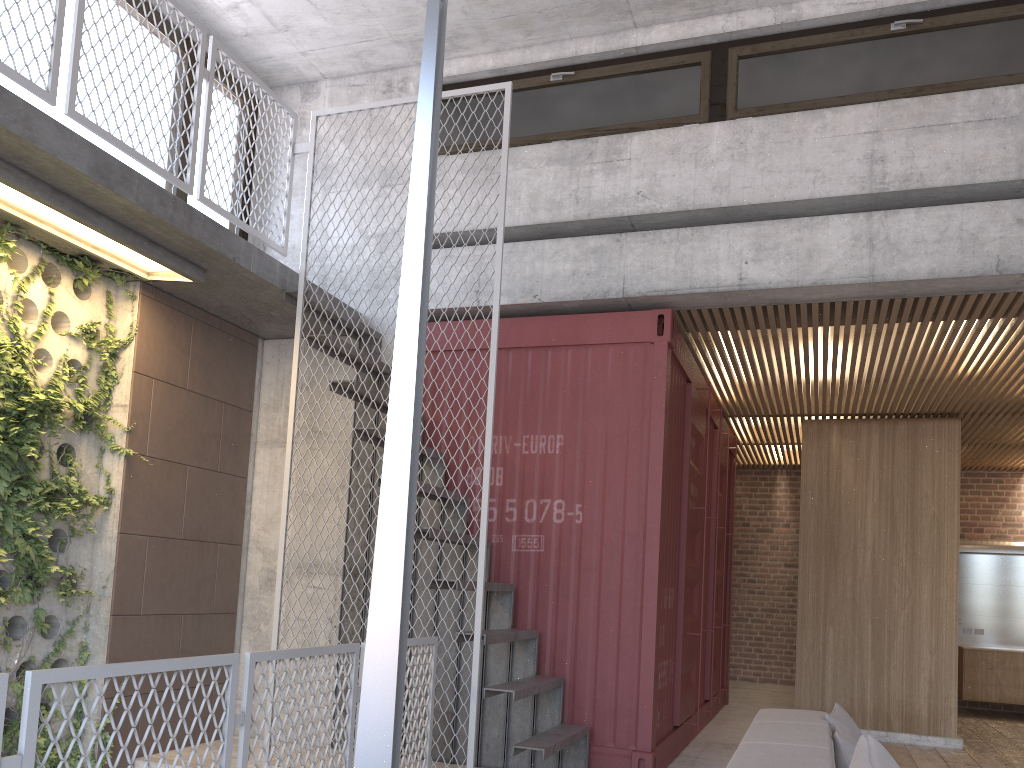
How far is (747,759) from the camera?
2.7 meters

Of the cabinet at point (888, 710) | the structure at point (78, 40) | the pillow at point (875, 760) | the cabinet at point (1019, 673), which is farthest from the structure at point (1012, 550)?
the pillow at point (875, 760)

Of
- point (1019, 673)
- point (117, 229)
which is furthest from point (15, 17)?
point (1019, 673)

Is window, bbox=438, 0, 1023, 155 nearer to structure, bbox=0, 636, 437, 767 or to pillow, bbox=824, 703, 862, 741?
structure, bbox=0, 636, 437, 767

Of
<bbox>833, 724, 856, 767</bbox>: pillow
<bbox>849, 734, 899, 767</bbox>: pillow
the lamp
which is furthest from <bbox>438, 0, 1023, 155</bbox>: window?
<bbox>849, 734, 899, 767</bbox>: pillow

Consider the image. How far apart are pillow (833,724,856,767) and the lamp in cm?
215

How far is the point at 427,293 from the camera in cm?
208

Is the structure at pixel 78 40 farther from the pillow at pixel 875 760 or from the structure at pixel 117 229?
the pillow at pixel 875 760

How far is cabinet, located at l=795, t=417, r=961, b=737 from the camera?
8.3 meters

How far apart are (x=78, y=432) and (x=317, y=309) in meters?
1.7
